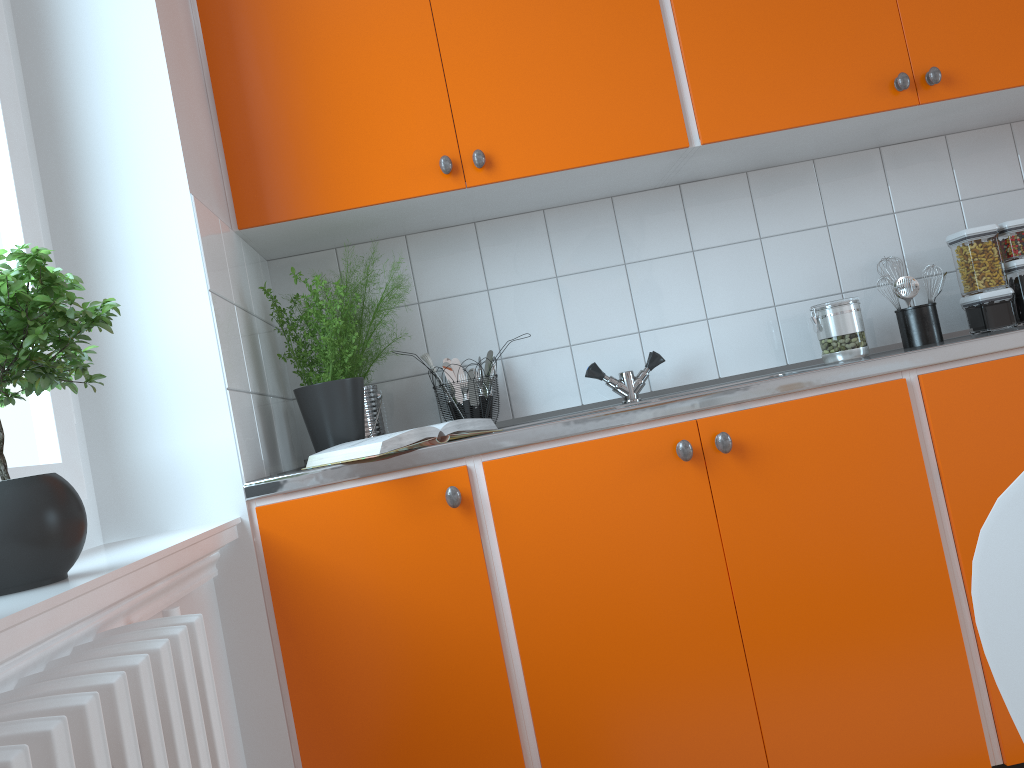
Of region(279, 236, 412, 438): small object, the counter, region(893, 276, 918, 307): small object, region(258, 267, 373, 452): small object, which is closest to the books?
the counter

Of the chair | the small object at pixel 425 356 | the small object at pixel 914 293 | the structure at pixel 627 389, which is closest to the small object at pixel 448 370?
the small object at pixel 425 356

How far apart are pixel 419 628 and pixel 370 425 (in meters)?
0.62

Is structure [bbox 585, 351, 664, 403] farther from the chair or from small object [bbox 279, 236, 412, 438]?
the chair

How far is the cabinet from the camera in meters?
1.6 m

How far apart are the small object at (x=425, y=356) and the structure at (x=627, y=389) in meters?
0.4

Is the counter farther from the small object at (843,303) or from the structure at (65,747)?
the structure at (65,747)

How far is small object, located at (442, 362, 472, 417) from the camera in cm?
228

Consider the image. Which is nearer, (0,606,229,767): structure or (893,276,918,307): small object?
(0,606,229,767): structure

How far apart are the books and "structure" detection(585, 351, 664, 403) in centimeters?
48cm
